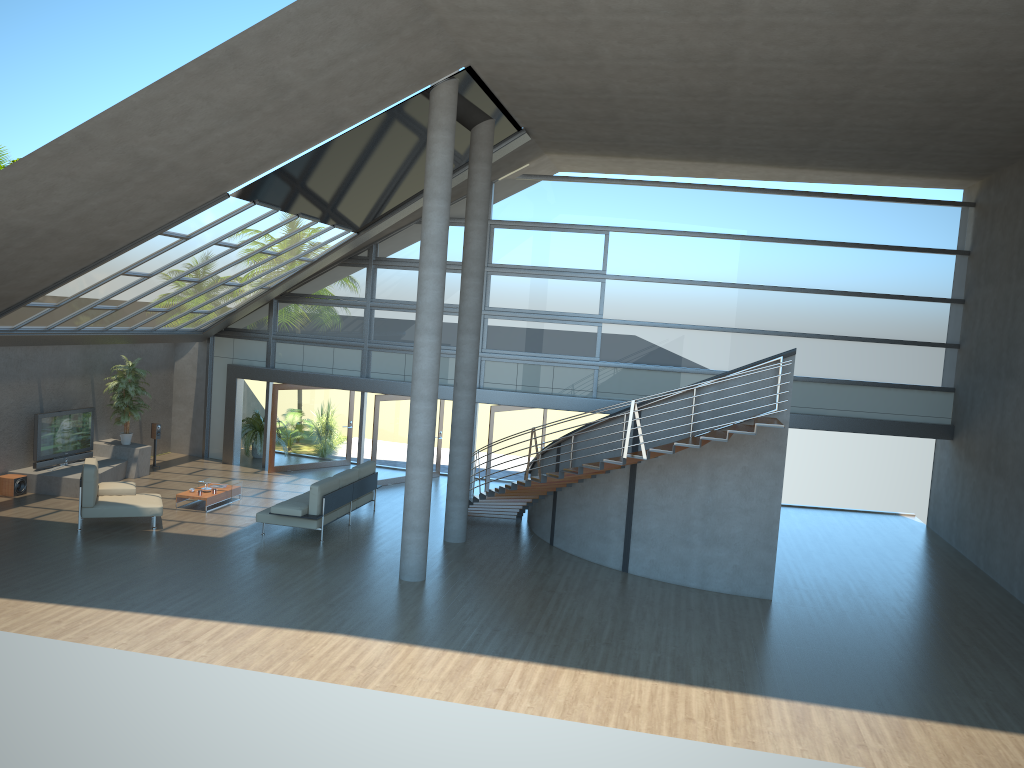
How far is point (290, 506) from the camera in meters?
14.0 m

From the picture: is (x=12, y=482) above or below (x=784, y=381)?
below

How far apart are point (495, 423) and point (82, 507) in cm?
783

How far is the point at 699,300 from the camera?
17.93m

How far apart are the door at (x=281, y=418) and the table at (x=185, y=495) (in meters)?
3.06

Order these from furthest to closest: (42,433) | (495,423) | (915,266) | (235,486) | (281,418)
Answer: (281,418) → (495,423) → (915,266) → (235,486) → (42,433)

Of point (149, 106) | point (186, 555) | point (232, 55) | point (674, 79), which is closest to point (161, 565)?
point (186, 555)

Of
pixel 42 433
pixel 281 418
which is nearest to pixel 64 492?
pixel 42 433

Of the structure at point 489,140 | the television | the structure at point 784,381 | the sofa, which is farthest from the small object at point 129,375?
the structure at point 489,140

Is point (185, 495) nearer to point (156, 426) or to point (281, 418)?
point (156, 426)
